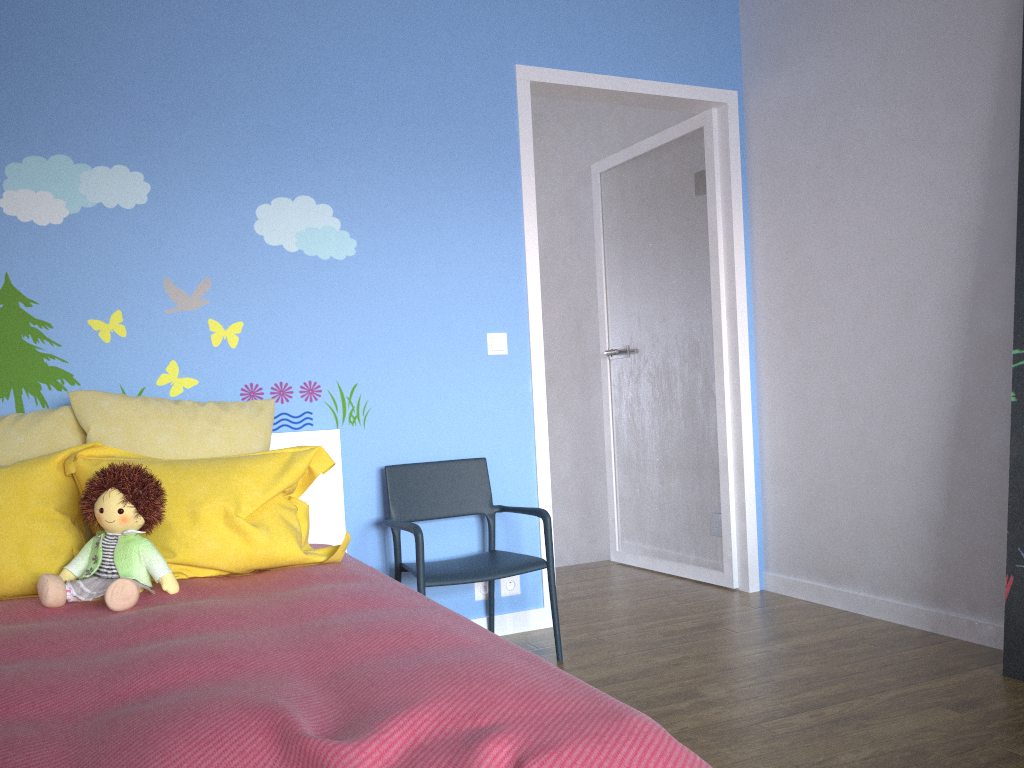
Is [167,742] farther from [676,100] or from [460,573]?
[676,100]

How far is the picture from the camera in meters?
2.5

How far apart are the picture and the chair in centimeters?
131cm

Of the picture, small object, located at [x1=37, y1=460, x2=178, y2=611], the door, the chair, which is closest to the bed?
small object, located at [x1=37, y1=460, x2=178, y2=611]

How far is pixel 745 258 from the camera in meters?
3.8

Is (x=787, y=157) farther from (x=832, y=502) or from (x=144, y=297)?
(x=144, y=297)

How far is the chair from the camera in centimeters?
280cm

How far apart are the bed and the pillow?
0.0 meters

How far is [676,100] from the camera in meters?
3.7 m

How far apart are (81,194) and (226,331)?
0.6m
